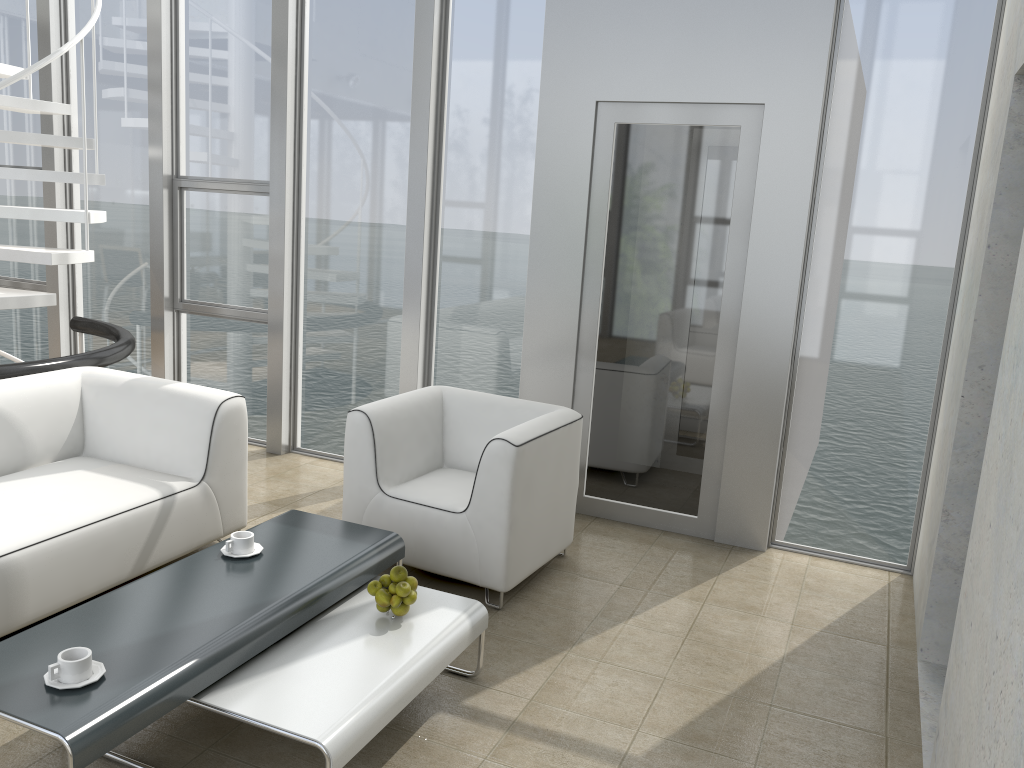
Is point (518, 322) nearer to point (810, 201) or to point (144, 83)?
point (810, 201)

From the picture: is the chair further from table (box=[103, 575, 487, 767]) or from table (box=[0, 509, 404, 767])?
table (box=[103, 575, 487, 767])

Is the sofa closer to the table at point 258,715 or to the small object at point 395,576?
the table at point 258,715

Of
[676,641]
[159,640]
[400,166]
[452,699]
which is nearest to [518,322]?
[400,166]

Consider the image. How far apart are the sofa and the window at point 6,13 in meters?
2.5 m

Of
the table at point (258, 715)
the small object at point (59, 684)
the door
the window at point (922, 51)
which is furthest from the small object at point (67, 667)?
the window at point (922, 51)

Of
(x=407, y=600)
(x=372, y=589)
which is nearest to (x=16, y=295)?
(x=372, y=589)

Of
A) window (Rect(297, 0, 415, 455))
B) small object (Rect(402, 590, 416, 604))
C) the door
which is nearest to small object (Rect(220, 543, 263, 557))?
small object (Rect(402, 590, 416, 604))

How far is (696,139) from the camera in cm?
419

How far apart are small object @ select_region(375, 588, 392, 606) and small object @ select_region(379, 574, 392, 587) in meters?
0.0
